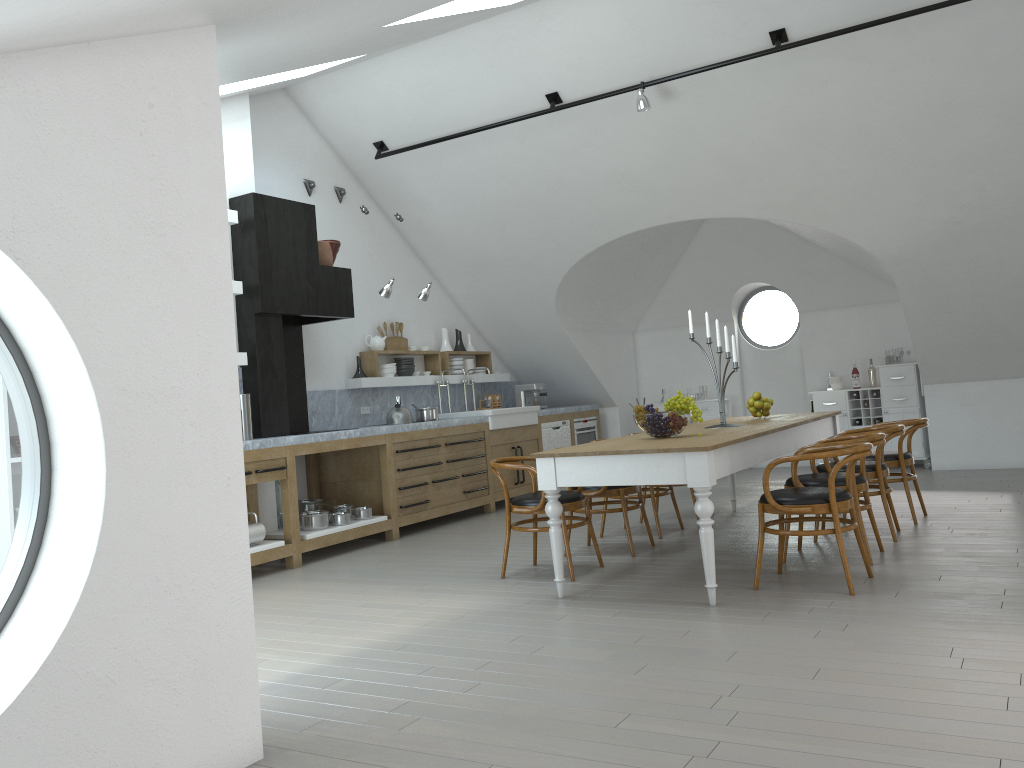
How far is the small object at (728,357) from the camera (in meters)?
6.00

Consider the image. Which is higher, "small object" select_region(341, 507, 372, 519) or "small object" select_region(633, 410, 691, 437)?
"small object" select_region(633, 410, 691, 437)

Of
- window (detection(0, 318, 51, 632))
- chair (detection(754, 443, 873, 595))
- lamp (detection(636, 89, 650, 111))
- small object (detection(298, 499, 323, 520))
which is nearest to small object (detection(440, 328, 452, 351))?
small object (detection(298, 499, 323, 520))

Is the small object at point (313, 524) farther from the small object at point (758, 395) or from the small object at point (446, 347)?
the small object at point (758, 395)

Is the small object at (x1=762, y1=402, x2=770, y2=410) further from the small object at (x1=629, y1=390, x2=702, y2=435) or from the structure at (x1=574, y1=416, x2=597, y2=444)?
the structure at (x1=574, y1=416, x2=597, y2=444)

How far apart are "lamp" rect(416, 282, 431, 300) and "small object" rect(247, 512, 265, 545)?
2.8m

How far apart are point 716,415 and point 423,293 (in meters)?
4.26

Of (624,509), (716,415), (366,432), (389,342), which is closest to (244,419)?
(366,432)

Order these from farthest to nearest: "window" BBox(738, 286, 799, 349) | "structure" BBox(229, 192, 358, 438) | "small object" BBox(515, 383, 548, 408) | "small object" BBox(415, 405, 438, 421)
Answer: "window" BBox(738, 286, 799, 349)
"small object" BBox(515, 383, 548, 408)
"small object" BBox(415, 405, 438, 421)
"structure" BBox(229, 192, 358, 438)

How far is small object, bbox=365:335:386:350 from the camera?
8.8 meters
